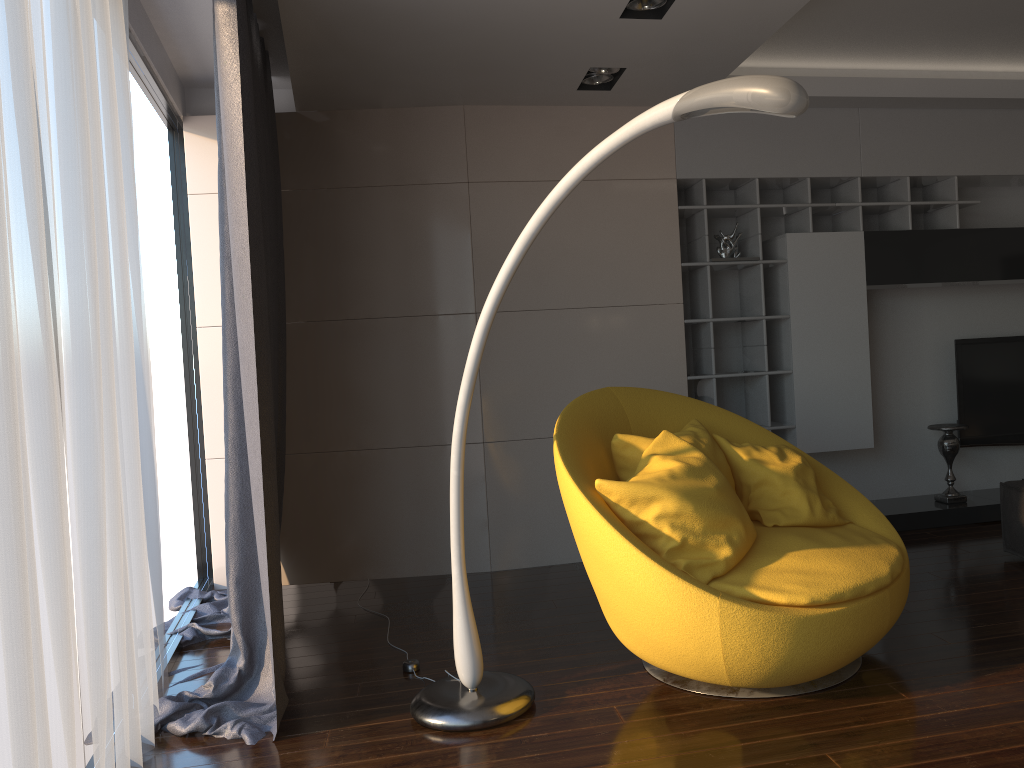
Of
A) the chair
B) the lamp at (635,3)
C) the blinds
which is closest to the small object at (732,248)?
the chair

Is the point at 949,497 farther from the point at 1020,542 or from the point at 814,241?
the point at 814,241

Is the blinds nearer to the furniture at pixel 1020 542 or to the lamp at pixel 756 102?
the lamp at pixel 756 102

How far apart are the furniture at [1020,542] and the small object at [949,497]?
0.9m

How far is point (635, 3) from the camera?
3.43m

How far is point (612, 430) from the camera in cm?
337

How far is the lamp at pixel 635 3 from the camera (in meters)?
3.43

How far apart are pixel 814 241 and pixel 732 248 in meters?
0.5

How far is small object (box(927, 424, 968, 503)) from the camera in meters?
5.2 m

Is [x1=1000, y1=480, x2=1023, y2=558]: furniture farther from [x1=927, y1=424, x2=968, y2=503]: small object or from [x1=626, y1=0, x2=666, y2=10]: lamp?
[x1=626, y1=0, x2=666, y2=10]: lamp
